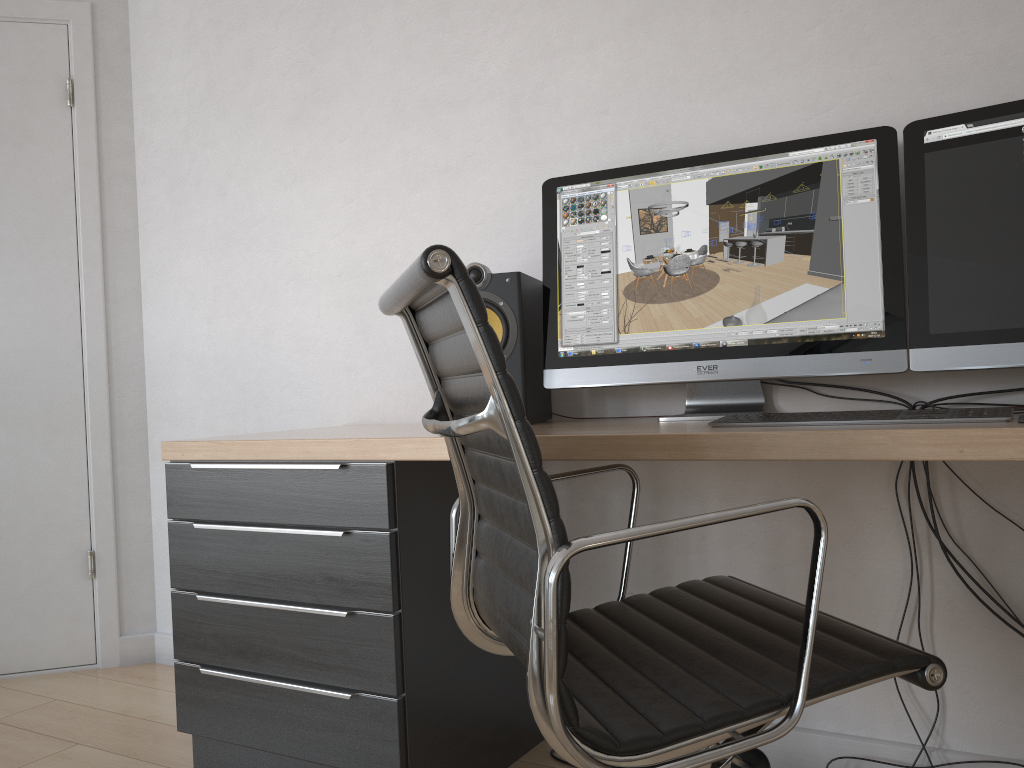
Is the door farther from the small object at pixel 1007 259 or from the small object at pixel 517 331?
the small object at pixel 1007 259

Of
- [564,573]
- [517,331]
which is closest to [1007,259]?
[517,331]

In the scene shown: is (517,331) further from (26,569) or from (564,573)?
(26,569)

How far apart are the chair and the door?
1.8m

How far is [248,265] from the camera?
2.6m

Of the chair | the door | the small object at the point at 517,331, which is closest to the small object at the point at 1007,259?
the chair

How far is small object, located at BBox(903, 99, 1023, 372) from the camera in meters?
1.5

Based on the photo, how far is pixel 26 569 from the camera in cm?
278

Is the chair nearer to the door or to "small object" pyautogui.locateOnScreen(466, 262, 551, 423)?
"small object" pyautogui.locateOnScreen(466, 262, 551, 423)

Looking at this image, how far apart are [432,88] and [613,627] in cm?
150
